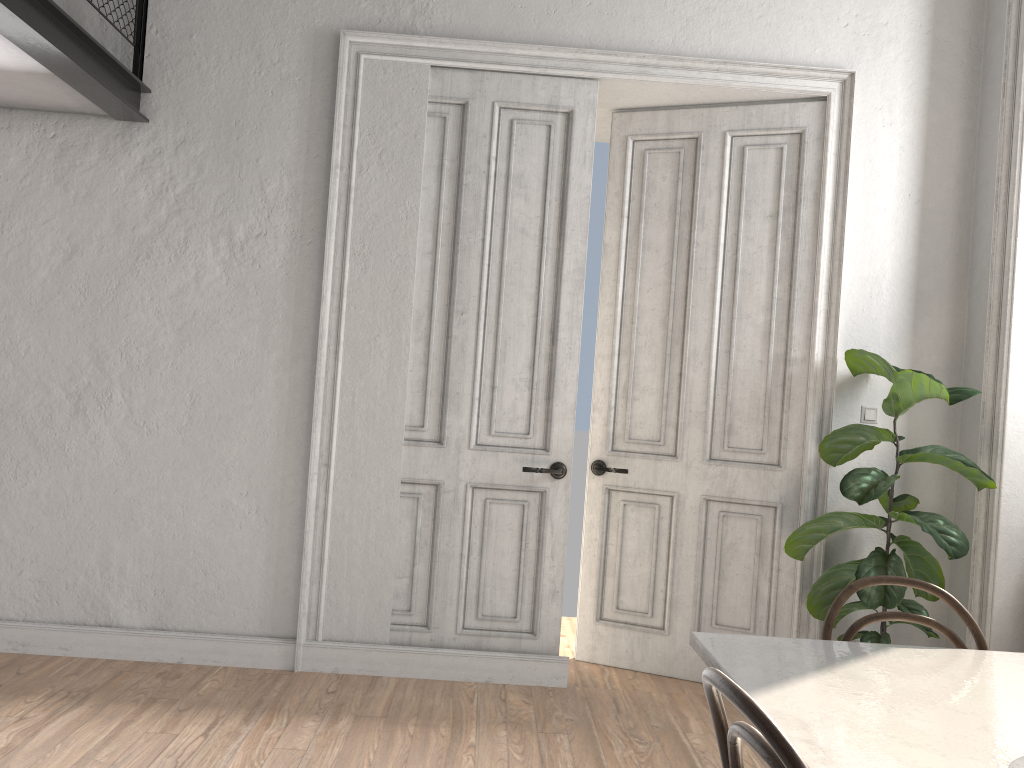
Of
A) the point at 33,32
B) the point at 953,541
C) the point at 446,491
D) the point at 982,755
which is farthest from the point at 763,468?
the point at 33,32

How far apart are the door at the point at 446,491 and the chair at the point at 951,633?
1.92m

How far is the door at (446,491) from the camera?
4.1 meters

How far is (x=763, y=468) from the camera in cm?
419

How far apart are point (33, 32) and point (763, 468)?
3.46m

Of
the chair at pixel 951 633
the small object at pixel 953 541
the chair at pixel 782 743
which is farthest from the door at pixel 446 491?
the chair at pixel 782 743

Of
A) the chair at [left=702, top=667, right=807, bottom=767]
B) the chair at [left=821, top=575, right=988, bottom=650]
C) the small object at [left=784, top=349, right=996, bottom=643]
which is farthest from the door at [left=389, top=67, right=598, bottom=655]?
the chair at [left=702, top=667, right=807, bottom=767]

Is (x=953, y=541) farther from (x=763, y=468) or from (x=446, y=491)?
(x=446, y=491)

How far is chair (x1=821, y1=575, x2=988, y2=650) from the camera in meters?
2.2 m

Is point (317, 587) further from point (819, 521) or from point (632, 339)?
point (819, 521)
